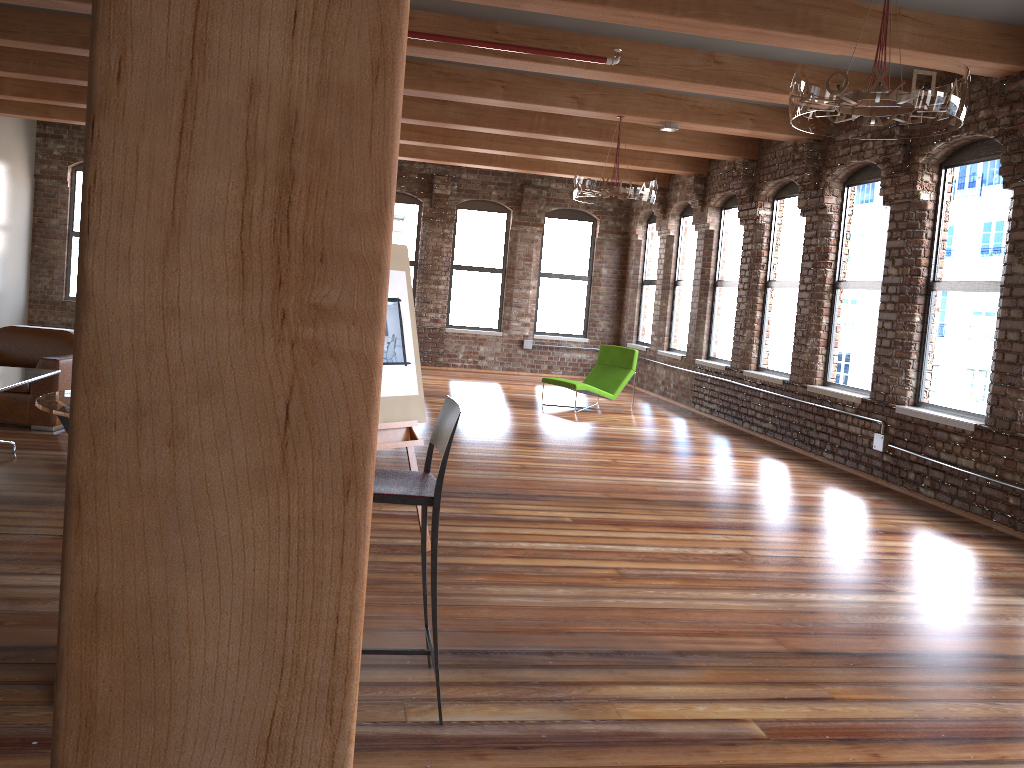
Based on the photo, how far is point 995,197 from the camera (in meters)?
6.65

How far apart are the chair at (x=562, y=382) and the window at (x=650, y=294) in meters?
2.6 m

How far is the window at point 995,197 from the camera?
6.7 meters

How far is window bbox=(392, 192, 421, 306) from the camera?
14.4m

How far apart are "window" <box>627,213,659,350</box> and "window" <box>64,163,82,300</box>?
8.8m

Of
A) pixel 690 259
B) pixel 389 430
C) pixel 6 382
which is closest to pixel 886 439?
pixel 389 430

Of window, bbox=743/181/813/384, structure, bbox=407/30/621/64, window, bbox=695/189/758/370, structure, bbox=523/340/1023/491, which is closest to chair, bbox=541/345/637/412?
window, bbox=695/189/758/370

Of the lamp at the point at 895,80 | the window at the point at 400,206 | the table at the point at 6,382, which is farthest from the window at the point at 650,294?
the table at the point at 6,382

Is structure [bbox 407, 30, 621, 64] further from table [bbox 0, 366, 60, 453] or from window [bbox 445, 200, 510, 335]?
window [bbox 445, 200, 510, 335]

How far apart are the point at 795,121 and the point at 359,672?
4.2 meters
